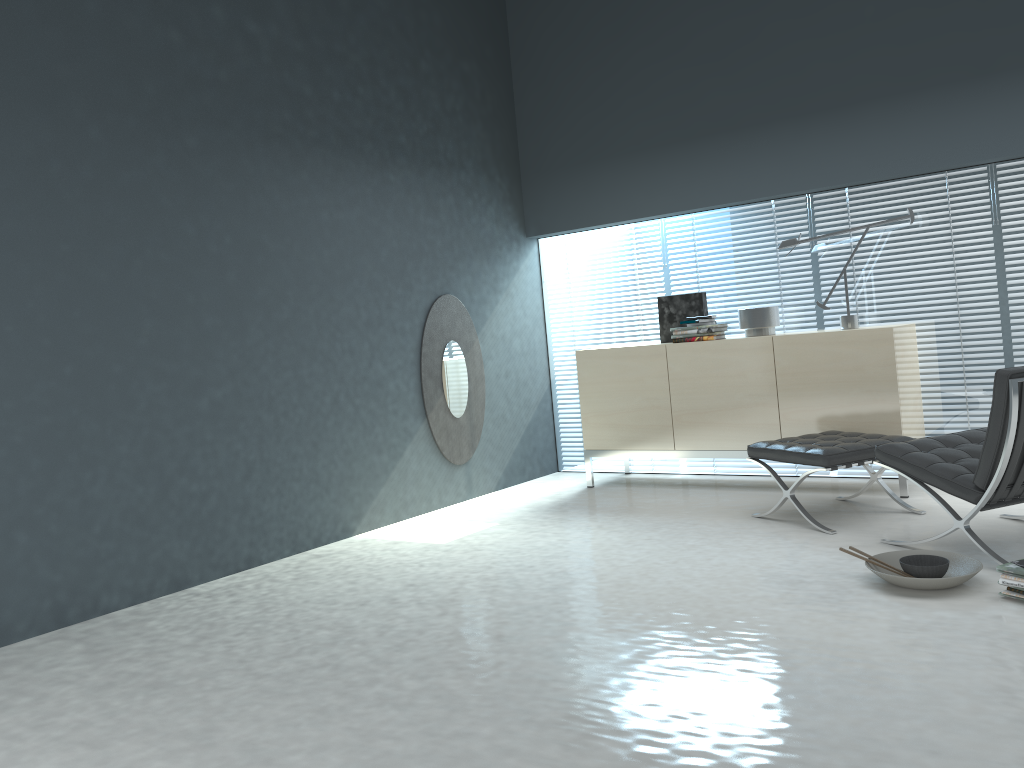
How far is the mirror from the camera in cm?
545

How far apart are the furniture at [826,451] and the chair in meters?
0.3 m

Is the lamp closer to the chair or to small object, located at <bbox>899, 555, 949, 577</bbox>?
the chair

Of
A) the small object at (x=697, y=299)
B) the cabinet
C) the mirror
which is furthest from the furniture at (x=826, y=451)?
the mirror

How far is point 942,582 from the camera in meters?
3.0 m

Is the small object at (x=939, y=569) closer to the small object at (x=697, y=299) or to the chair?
the chair

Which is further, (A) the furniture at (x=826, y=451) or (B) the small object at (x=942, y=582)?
(A) the furniture at (x=826, y=451)

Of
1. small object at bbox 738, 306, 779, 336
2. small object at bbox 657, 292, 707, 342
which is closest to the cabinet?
small object at bbox 738, 306, 779, 336

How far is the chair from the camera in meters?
3.2

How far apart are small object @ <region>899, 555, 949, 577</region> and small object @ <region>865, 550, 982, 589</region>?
0.05m
